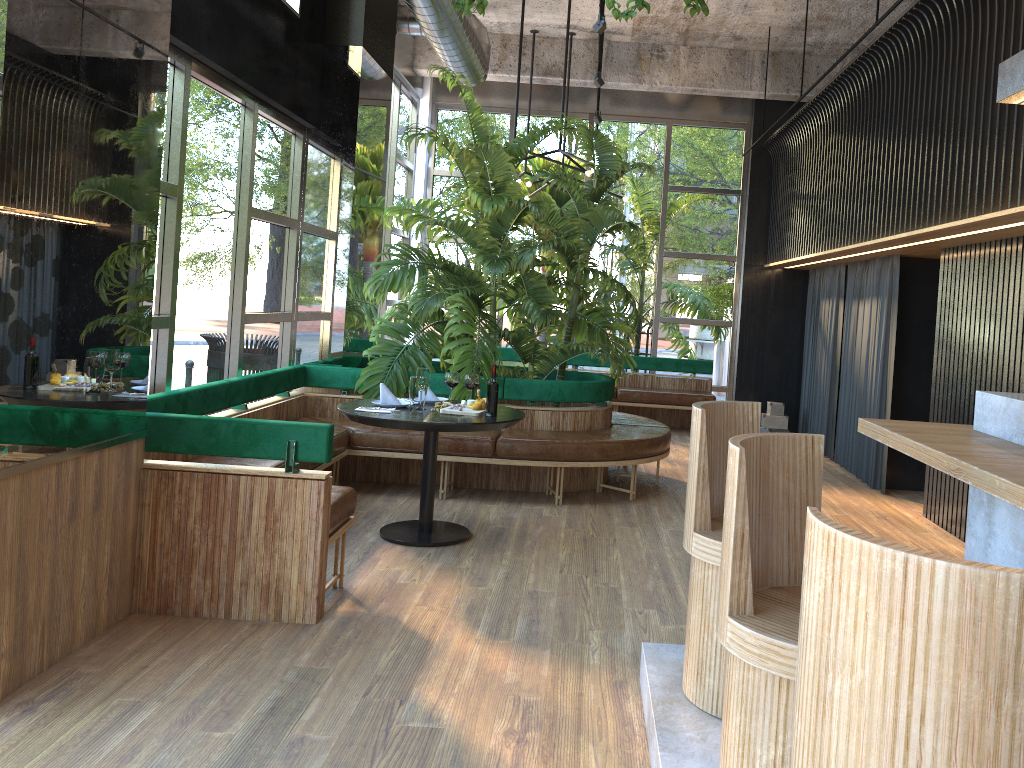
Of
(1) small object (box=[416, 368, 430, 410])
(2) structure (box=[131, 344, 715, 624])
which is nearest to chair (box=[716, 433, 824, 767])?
(2) structure (box=[131, 344, 715, 624])

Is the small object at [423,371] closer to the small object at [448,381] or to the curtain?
the small object at [448,381]

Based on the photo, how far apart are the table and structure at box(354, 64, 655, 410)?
0.8 meters

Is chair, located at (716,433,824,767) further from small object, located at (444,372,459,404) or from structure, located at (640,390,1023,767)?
small object, located at (444,372,459,404)

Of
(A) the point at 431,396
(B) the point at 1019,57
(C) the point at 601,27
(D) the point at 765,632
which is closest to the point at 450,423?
(A) the point at 431,396

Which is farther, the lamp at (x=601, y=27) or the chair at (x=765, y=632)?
the lamp at (x=601, y=27)

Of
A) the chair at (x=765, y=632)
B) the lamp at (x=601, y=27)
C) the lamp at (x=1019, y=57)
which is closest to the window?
the lamp at (x=601, y=27)

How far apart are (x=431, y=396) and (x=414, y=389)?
0.6m

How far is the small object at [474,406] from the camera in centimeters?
522cm

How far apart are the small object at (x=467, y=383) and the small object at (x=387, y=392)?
0.5m
